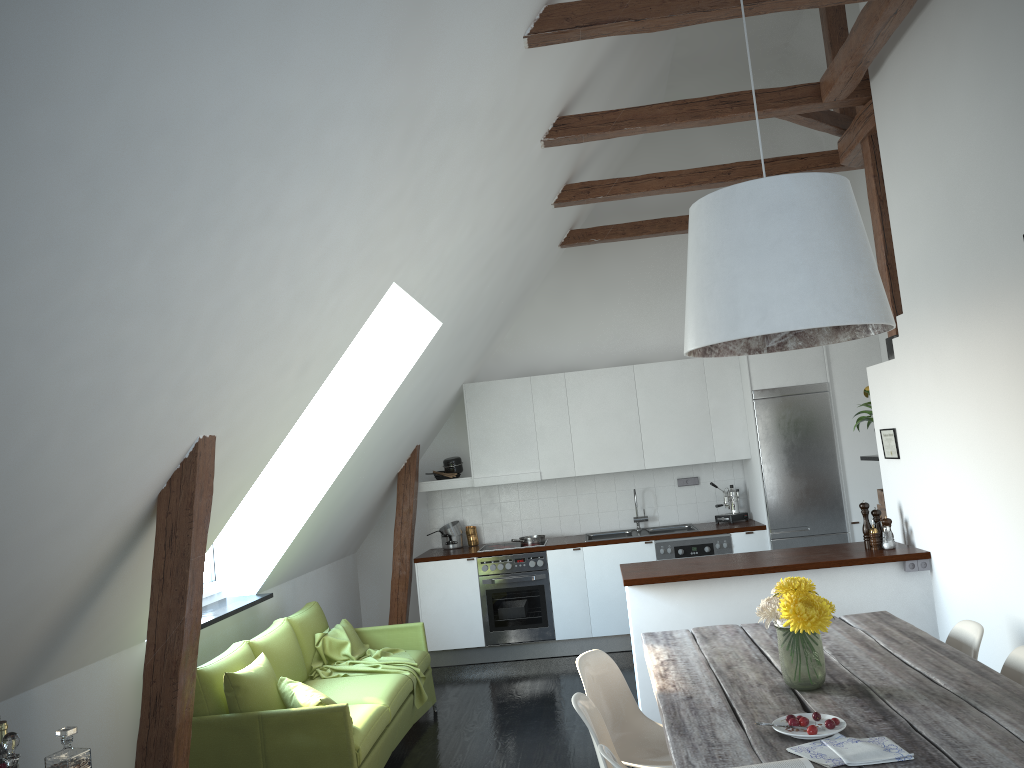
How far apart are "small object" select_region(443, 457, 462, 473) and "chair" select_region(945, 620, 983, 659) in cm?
484

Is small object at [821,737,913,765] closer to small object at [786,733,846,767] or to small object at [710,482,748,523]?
small object at [786,733,846,767]

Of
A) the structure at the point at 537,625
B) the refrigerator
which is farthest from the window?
the refrigerator

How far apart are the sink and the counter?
0.1 meters

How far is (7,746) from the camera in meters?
2.6

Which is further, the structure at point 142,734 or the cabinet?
the cabinet

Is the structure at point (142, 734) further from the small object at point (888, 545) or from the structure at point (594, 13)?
the small object at point (888, 545)

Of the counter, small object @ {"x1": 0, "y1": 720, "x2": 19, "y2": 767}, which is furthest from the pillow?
the counter

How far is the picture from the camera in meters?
5.2 m

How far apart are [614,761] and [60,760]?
1.79m
